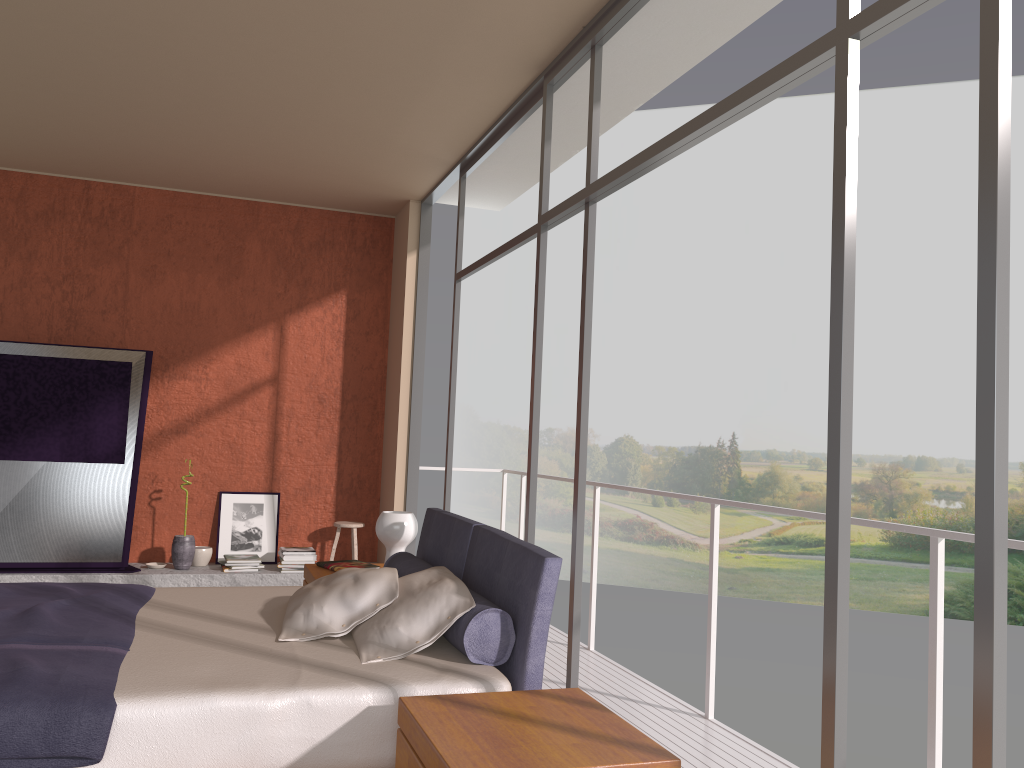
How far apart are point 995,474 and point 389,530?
3.30m

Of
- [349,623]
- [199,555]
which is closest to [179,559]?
[199,555]

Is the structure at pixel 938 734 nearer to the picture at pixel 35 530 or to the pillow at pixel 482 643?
the pillow at pixel 482 643

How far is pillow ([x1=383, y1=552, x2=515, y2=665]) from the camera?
2.9 meters

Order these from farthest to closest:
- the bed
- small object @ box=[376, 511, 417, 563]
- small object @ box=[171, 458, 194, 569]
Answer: small object @ box=[171, 458, 194, 569] < small object @ box=[376, 511, 417, 563] < the bed

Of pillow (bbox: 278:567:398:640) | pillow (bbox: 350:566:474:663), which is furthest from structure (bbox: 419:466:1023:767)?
pillow (bbox: 278:567:398:640)

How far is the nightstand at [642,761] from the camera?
2.1m

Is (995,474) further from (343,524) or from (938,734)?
(343,524)

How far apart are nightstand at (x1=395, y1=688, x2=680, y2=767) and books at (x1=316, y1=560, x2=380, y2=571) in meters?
2.3 m

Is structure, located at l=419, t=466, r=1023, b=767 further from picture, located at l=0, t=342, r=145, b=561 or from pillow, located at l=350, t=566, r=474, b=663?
picture, located at l=0, t=342, r=145, b=561
